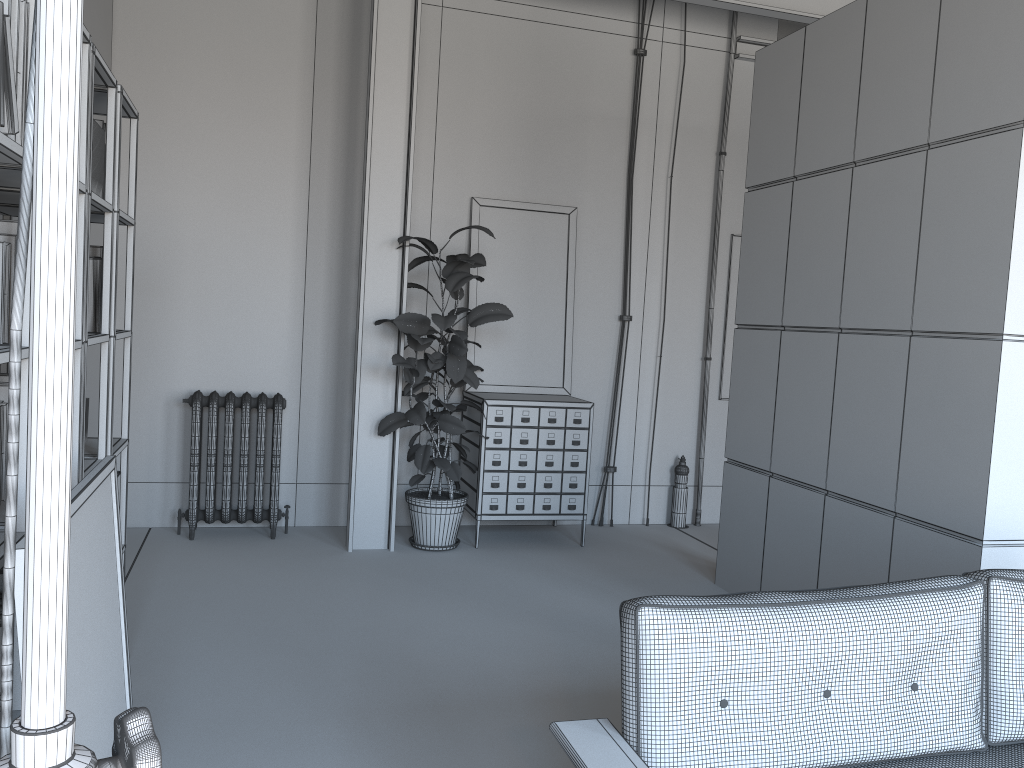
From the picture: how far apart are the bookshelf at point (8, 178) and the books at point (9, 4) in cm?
30

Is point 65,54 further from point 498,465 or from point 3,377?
point 498,465

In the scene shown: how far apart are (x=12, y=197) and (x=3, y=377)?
0.5 meters

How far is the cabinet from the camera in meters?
6.0

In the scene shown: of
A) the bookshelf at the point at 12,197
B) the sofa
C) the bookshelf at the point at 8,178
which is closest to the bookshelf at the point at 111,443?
the bookshelf at the point at 12,197

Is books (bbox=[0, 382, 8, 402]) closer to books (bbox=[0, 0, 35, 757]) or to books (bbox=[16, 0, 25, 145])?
books (bbox=[16, 0, 25, 145])

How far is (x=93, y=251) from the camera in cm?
309

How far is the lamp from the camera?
0.43m

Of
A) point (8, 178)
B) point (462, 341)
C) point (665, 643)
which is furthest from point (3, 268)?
point (462, 341)

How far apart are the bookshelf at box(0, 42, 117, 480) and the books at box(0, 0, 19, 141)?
0.71m
